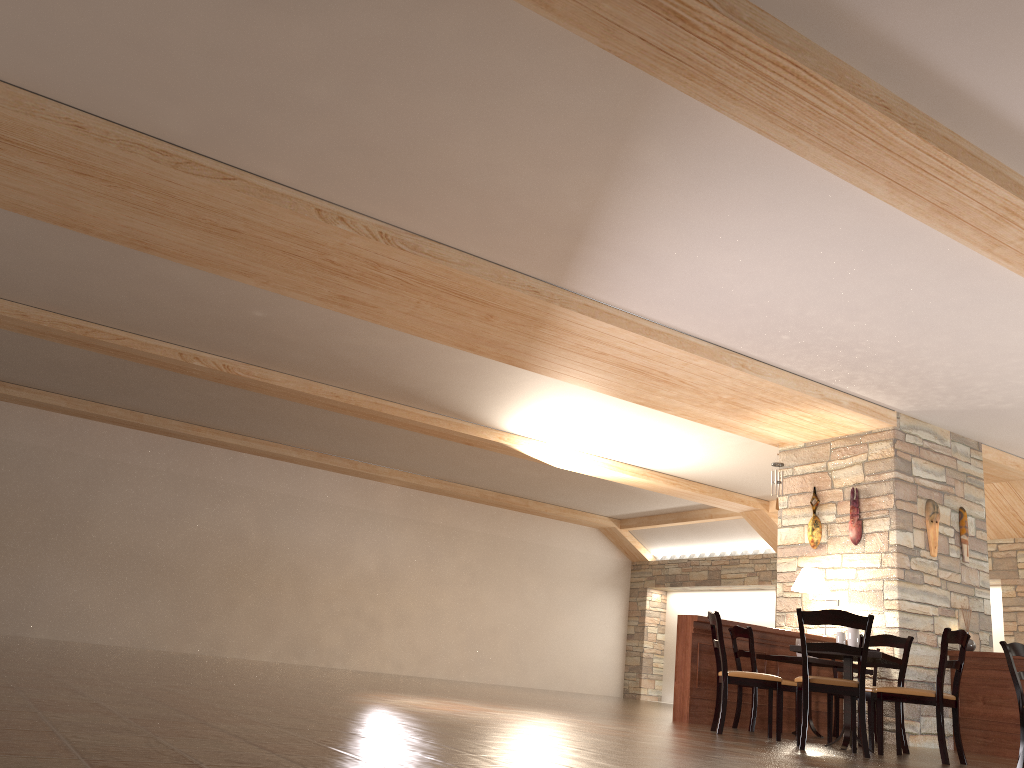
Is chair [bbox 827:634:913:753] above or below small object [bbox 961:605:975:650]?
below

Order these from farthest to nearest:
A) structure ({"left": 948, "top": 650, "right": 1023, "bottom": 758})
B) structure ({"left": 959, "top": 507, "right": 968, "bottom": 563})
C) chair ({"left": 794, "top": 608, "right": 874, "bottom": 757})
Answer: structure ({"left": 959, "top": 507, "right": 968, "bottom": 563}) < structure ({"left": 948, "top": 650, "right": 1023, "bottom": 758}) < chair ({"left": 794, "top": 608, "right": 874, "bottom": 757})

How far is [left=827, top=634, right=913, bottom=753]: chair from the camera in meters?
6.4 m

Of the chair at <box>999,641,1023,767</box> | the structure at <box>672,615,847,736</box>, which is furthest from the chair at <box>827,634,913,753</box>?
the structure at <box>672,615,847,736</box>

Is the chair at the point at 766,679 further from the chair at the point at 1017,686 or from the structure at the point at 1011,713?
the structure at the point at 1011,713

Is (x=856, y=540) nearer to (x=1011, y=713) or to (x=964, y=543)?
(x=964, y=543)

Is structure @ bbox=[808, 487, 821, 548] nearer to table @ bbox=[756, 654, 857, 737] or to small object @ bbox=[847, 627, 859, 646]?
table @ bbox=[756, 654, 857, 737]

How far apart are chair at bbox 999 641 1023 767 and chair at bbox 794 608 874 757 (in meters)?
1.33

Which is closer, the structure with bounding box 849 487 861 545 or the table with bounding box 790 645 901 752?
the table with bounding box 790 645 901 752

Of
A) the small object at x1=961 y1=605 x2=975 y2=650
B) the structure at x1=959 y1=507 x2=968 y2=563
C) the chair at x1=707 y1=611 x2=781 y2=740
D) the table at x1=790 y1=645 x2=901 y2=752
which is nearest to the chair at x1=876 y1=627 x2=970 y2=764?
the table at x1=790 y1=645 x2=901 y2=752
